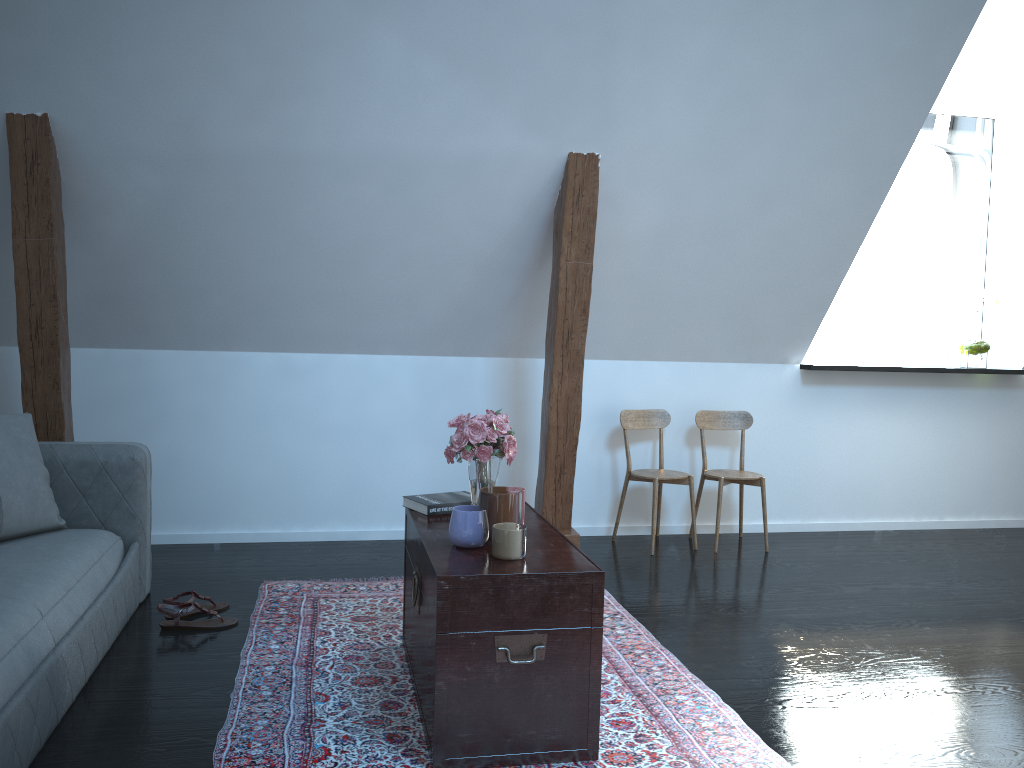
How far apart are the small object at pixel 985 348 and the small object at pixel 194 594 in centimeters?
427cm

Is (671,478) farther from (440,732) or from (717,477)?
(440,732)

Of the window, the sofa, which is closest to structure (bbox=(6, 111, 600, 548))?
the sofa

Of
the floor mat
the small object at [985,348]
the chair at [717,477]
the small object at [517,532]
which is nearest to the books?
the small object at [517,532]

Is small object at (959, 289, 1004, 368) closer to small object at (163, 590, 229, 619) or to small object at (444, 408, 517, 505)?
small object at (444, 408, 517, 505)

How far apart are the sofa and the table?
0.9 meters

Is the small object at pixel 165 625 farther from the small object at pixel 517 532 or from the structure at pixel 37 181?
the small object at pixel 517 532

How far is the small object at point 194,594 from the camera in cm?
330

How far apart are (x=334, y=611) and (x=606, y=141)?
2.2m

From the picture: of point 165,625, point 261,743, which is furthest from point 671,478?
point 261,743
